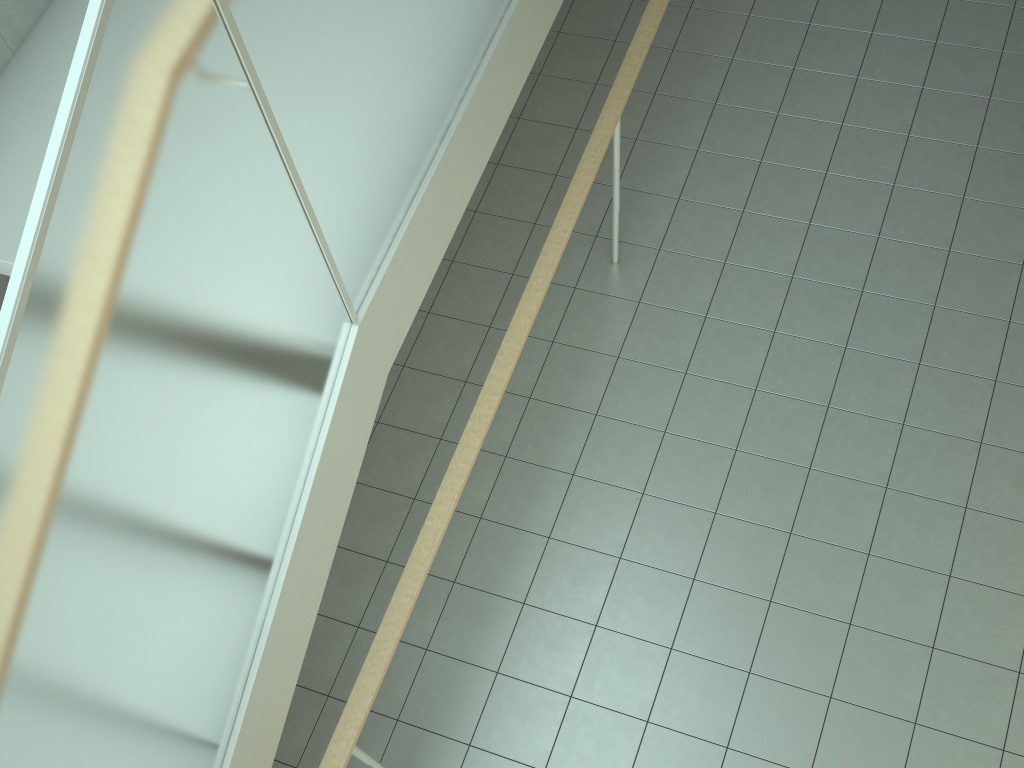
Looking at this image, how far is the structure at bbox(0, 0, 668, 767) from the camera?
1.4m

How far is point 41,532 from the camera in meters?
1.4

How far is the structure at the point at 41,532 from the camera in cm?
138
